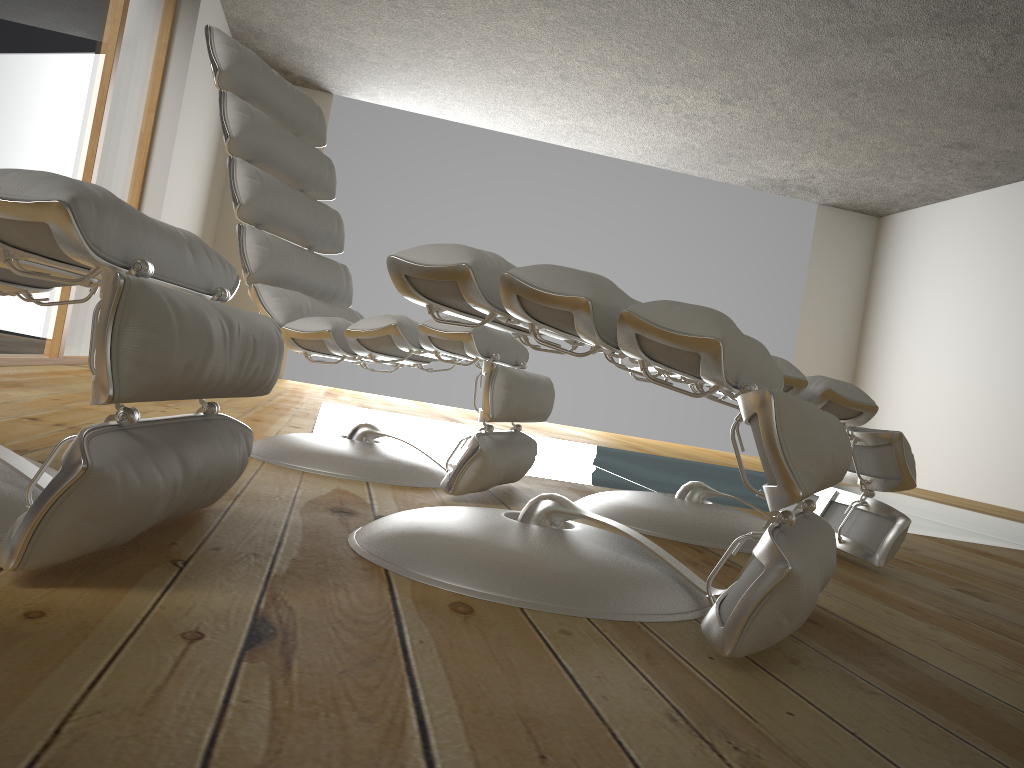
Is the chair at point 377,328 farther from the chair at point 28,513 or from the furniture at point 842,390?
the chair at point 28,513

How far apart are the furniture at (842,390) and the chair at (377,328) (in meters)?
0.17

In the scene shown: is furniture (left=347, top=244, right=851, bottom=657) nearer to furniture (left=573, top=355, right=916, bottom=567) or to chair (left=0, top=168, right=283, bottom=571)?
chair (left=0, top=168, right=283, bottom=571)

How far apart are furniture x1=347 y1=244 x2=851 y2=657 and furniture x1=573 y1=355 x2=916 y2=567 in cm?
42

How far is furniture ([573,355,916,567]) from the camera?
1.8 meters

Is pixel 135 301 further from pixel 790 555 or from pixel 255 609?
pixel 790 555

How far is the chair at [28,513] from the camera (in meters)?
0.82

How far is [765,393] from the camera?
0.94m

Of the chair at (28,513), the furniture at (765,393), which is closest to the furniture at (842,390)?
the furniture at (765,393)

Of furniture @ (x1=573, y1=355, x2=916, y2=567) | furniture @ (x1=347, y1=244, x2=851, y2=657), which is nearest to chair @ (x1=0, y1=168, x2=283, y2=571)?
furniture @ (x1=347, y1=244, x2=851, y2=657)
